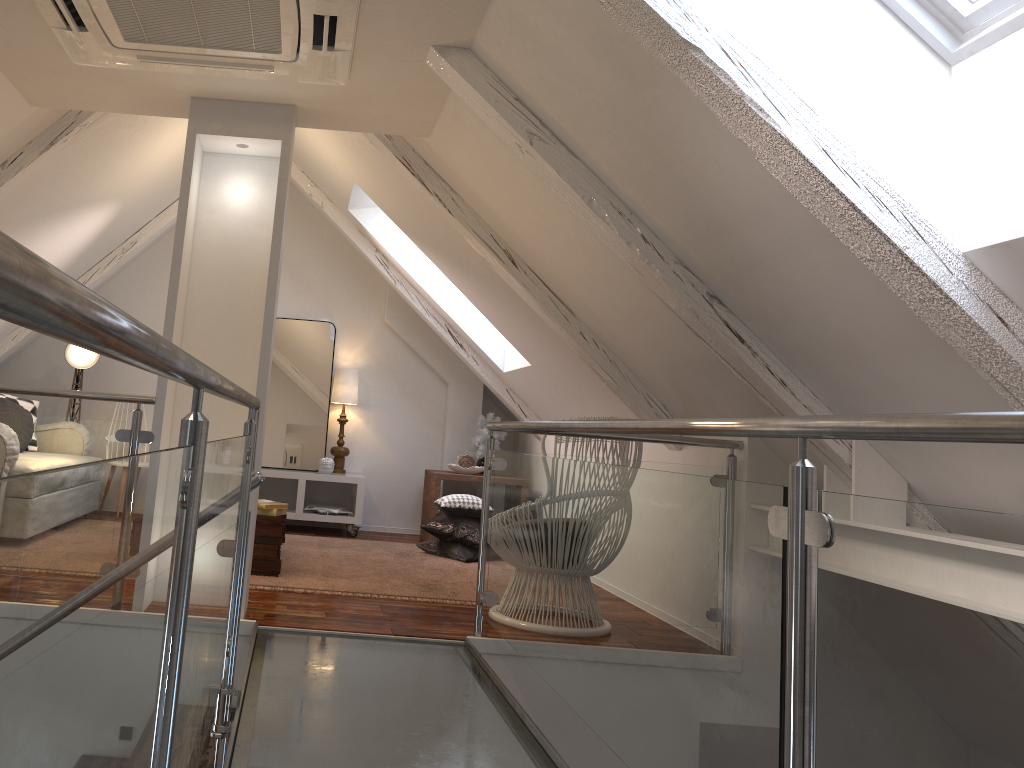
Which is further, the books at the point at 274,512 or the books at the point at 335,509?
the books at the point at 335,509

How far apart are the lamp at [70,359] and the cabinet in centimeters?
123cm

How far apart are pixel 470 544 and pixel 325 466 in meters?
1.2

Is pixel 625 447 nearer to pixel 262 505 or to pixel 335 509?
pixel 262 505

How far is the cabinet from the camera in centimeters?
535cm

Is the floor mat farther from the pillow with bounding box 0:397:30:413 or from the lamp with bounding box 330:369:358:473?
the pillow with bounding box 0:397:30:413

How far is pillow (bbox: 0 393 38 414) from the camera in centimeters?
494cm

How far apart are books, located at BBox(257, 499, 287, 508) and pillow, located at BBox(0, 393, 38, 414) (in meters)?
2.06

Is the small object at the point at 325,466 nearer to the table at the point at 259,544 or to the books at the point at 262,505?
the table at the point at 259,544

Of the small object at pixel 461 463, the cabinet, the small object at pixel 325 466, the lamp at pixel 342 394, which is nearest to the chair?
the small object at pixel 461 463
